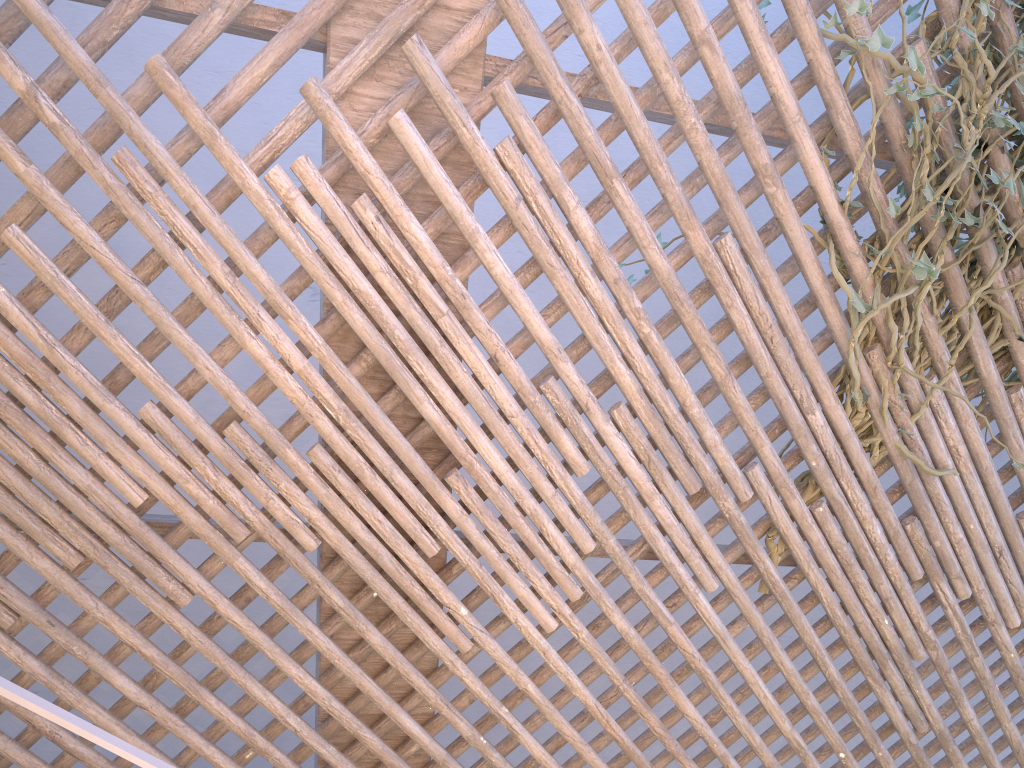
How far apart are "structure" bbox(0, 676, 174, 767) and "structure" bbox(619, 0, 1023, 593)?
1.3m

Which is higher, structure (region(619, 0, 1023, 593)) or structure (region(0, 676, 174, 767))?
structure (region(619, 0, 1023, 593))

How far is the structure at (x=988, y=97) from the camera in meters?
1.6 m

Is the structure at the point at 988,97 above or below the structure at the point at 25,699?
above

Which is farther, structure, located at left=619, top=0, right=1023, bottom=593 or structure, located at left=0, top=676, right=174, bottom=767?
structure, located at left=619, top=0, right=1023, bottom=593

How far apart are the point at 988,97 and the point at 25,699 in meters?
1.8 m

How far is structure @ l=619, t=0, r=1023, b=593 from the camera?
1.6 meters

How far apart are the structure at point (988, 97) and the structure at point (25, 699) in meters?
1.3
